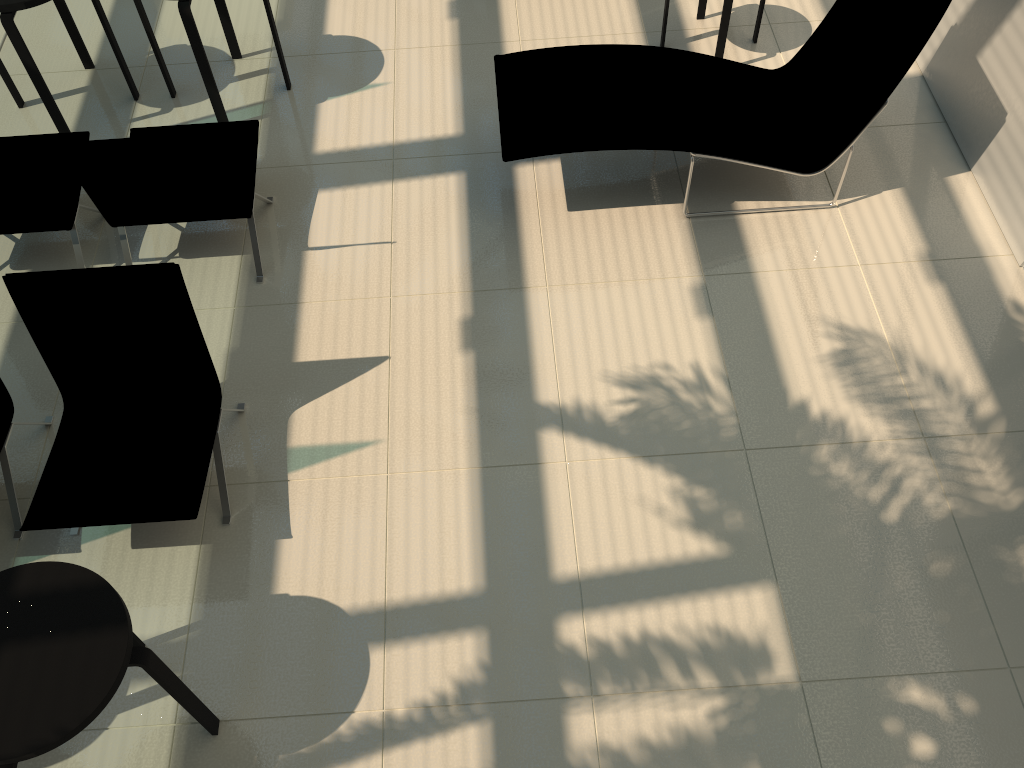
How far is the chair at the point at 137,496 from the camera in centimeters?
356cm

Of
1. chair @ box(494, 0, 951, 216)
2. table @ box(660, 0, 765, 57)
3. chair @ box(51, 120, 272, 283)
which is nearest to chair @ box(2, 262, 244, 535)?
chair @ box(51, 120, 272, 283)

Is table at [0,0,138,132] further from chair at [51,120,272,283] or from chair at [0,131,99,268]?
chair at [51,120,272,283]

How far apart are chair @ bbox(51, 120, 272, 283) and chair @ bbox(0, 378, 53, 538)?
1.0 meters

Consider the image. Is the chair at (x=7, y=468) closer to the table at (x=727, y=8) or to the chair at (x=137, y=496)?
the chair at (x=137, y=496)

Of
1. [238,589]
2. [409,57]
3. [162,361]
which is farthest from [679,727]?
[409,57]

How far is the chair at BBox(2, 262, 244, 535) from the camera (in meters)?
3.56

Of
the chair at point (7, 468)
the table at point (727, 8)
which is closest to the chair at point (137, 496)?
the chair at point (7, 468)

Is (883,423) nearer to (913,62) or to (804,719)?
(804,719)

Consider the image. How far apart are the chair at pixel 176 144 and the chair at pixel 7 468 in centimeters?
103cm
